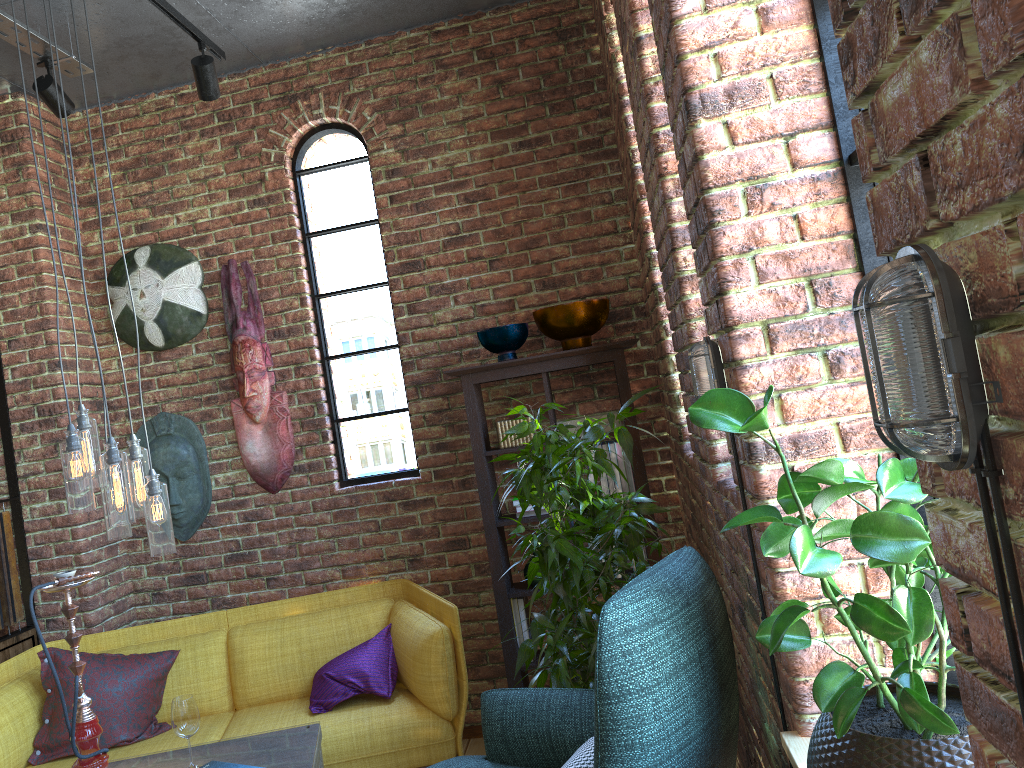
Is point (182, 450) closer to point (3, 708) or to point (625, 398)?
point (3, 708)

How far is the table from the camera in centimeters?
276cm

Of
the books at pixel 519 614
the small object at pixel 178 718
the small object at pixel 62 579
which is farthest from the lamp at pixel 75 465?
the books at pixel 519 614

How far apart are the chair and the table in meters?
0.4

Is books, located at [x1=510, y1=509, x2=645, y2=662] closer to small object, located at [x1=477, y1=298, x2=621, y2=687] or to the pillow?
small object, located at [x1=477, y1=298, x2=621, y2=687]

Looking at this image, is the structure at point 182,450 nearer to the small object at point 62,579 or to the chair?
the small object at point 62,579

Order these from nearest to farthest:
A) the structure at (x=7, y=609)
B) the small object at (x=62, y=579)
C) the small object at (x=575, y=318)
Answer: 1. the small object at (x=62, y=579)
2. the small object at (x=575, y=318)
3. the structure at (x=7, y=609)

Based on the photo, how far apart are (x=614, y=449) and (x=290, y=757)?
1.7 meters

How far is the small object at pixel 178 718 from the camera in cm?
273

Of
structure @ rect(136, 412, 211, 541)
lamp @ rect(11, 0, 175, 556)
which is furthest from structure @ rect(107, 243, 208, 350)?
lamp @ rect(11, 0, 175, 556)
